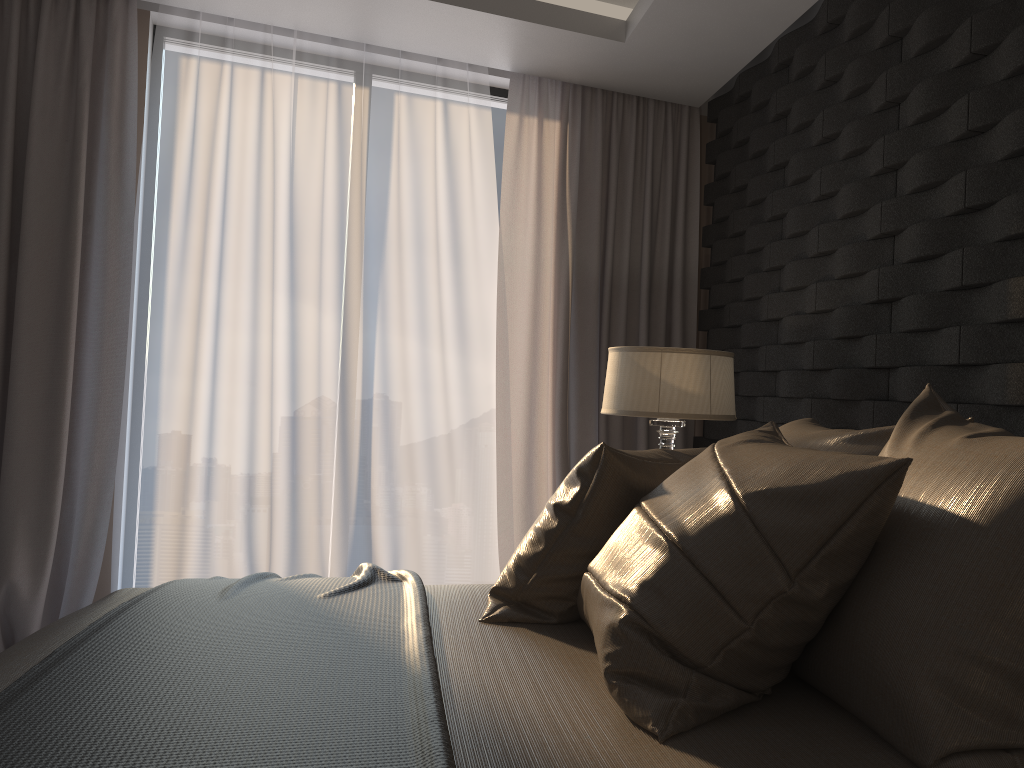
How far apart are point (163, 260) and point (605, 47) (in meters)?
1.99

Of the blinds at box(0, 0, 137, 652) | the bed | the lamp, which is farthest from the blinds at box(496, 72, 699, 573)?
the bed

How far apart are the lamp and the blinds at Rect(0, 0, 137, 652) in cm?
191

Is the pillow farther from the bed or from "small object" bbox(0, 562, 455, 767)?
"small object" bbox(0, 562, 455, 767)

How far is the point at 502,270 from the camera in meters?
4.0 m

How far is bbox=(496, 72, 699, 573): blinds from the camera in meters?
4.0 m

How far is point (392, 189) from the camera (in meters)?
3.81

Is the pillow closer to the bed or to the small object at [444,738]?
the bed

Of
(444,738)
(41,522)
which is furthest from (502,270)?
(444,738)

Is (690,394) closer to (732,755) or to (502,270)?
(502,270)
